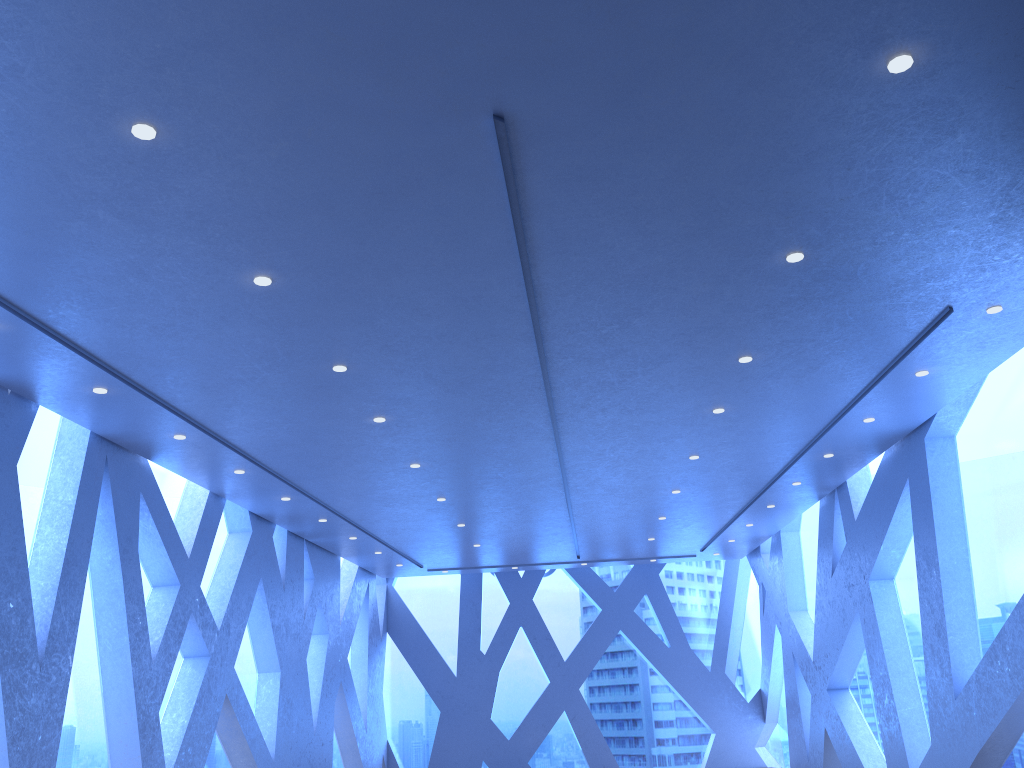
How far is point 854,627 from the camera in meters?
12.3 m
